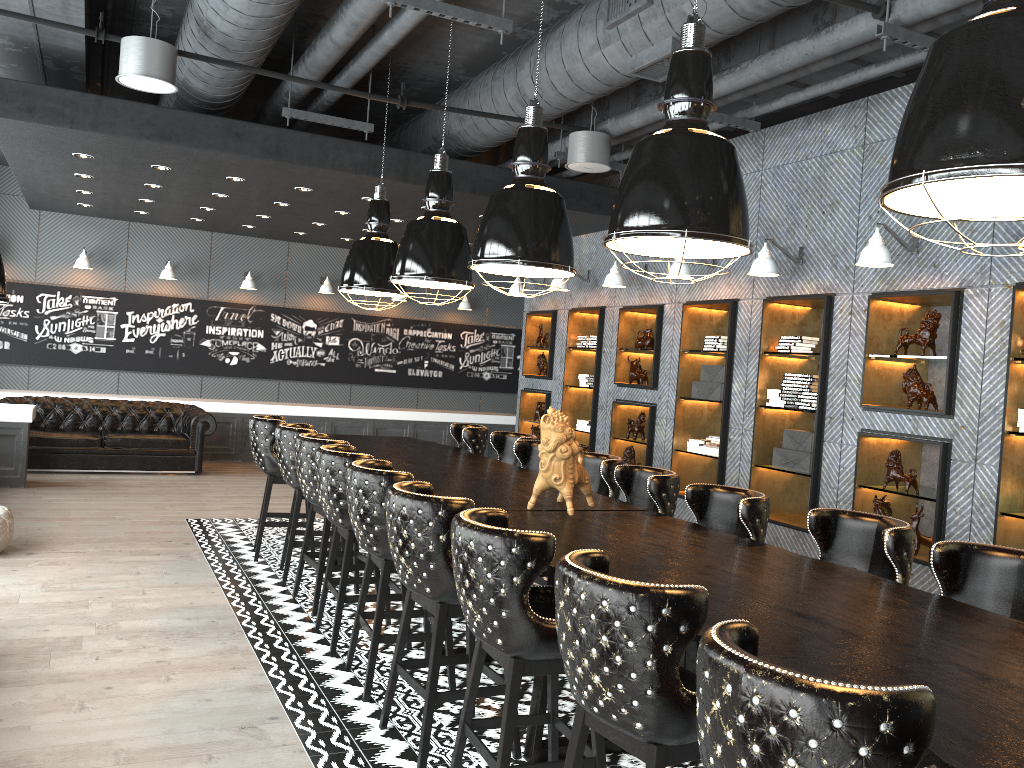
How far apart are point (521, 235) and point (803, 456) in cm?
349

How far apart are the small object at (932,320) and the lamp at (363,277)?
3.9m

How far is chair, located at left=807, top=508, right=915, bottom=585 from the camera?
3.6 meters

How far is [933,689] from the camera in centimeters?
217cm

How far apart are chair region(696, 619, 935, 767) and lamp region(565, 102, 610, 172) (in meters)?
5.54

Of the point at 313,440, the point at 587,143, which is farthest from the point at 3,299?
the point at 587,143

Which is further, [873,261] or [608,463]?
[873,261]

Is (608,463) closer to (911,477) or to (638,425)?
(911,477)

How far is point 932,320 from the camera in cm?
598

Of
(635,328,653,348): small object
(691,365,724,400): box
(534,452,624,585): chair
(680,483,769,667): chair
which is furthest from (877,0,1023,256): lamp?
(635,328,653,348): small object
